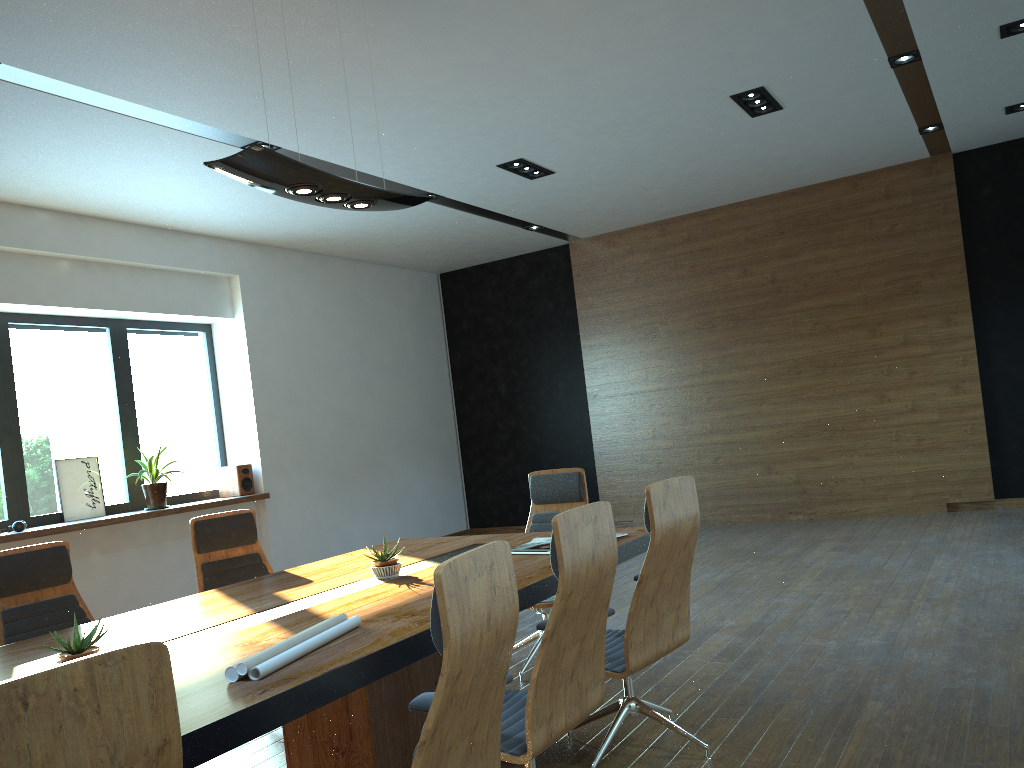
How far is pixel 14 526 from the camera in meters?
7.0

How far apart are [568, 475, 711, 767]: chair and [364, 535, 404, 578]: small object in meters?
1.0 m

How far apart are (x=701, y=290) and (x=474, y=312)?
3.27m

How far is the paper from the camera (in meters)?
2.39

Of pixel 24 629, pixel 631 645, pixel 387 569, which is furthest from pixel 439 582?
pixel 24 629

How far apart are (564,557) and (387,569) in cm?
152

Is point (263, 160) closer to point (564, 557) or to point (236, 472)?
point (564, 557)

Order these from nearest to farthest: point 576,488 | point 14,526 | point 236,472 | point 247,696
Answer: point 247,696, point 576,488, point 14,526, point 236,472

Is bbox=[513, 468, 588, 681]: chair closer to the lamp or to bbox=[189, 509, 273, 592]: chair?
bbox=[189, 509, 273, 592]: chair

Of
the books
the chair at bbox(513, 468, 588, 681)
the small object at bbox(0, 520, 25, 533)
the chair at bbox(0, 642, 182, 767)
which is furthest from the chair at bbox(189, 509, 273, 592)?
the chair at bbox(0, 642, 182, 767)
